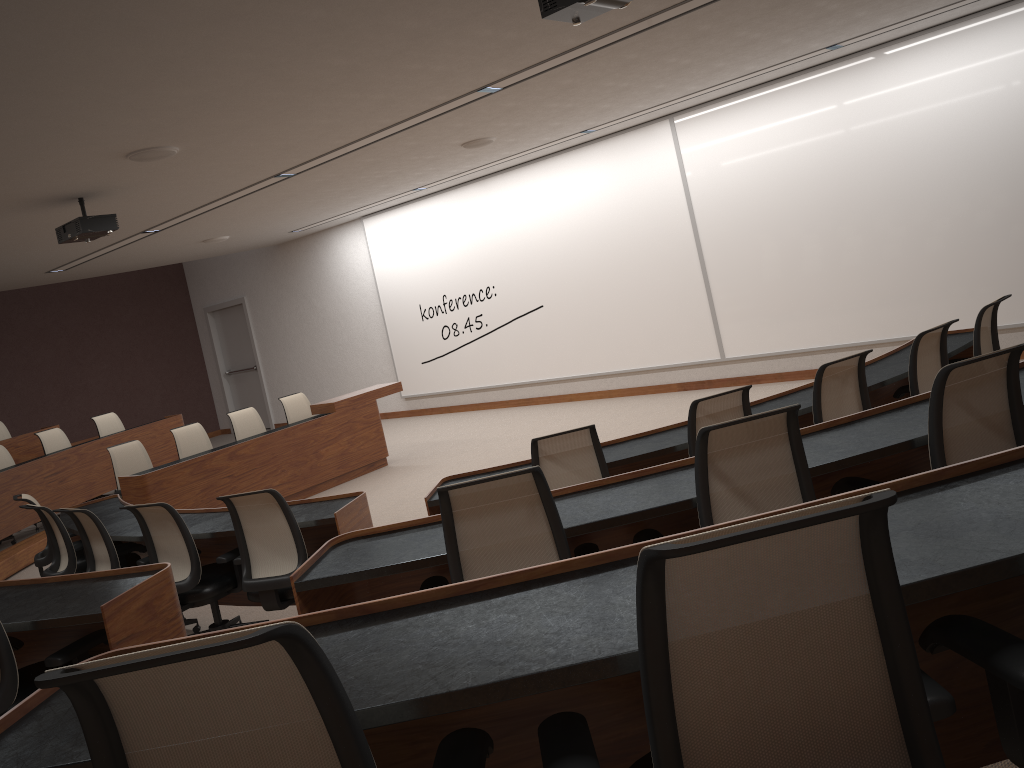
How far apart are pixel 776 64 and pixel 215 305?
11.37m

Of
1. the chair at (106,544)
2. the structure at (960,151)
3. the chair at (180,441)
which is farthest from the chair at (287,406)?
the chair at (106,544)

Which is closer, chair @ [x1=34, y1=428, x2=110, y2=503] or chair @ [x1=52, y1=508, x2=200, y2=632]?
chair @ [x1=52, y1=508, x2=200, y2=632]

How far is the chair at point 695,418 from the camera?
4.3 meters

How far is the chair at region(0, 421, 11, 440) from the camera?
11.1 meters

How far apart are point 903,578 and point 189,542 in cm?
417

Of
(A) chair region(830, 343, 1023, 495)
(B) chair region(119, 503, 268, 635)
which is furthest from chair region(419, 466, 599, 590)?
(B) chair region(119, 503, 268, 635)

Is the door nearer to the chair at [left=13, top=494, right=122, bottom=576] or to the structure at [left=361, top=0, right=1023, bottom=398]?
the structure at [left=361, top=0, right=1023, bottom=398]

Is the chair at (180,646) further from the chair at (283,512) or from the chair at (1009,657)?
the chair at (283,512)

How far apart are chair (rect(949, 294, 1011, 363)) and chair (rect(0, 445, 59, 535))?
9.2m
